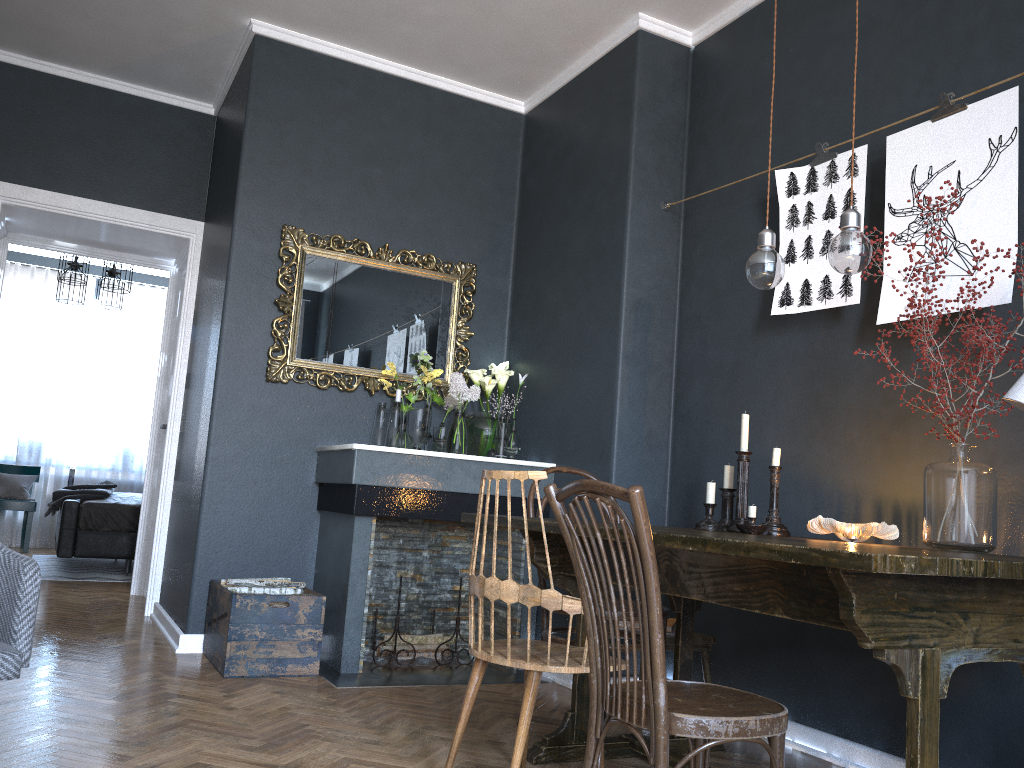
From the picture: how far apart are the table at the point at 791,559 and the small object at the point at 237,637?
1.2m

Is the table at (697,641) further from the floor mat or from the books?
the floor mat

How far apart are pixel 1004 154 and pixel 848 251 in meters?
0.7

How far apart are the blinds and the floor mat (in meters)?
1.09

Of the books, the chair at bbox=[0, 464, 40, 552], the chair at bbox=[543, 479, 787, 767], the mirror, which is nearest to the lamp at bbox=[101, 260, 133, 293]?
the chair at bbox=[0, 464, 40, 552]

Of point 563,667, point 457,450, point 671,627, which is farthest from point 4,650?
point 457,450

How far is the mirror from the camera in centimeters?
432cm

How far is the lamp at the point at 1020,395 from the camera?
1.92m

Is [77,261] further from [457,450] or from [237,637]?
[237,637]

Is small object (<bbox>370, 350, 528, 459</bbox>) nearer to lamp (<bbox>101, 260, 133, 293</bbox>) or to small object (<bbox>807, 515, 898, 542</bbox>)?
small object (<bbox>807, 515, 898, 542</bbox>)
